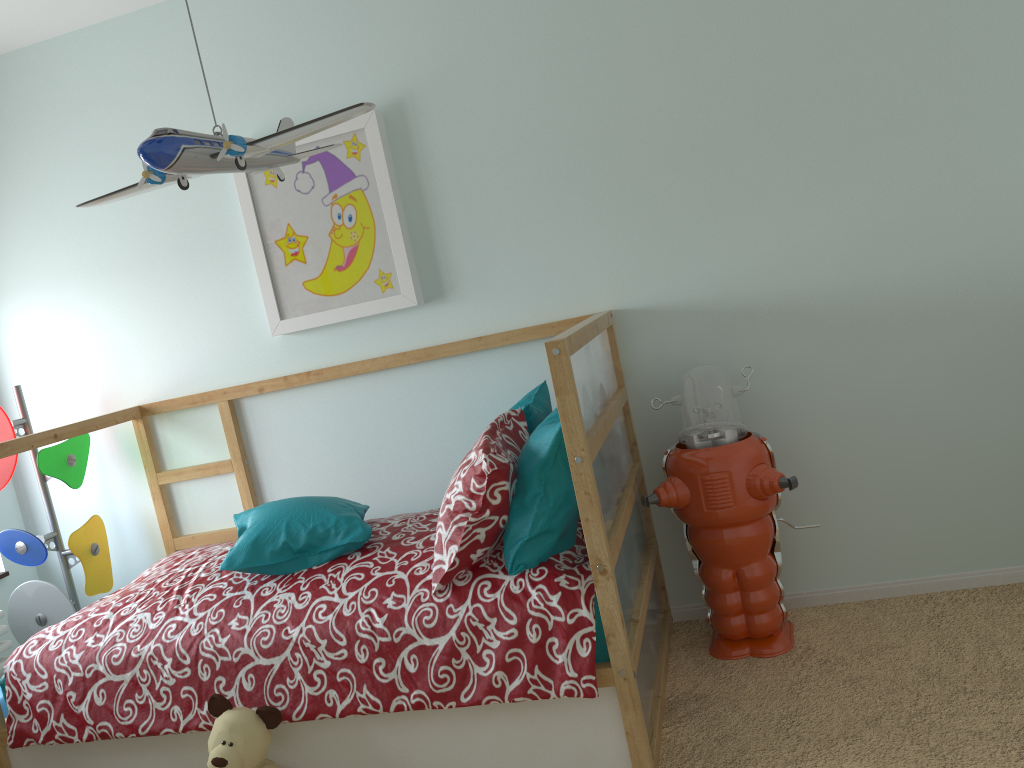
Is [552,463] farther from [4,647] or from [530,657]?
[4,647]

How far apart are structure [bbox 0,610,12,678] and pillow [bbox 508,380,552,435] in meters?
1.8 m

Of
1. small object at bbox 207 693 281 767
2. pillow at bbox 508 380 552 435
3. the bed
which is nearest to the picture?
the bed

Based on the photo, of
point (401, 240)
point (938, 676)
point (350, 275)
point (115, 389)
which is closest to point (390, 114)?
point (401, 240)

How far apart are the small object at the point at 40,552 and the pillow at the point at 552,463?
1.6m

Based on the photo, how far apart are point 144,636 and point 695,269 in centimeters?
176cm

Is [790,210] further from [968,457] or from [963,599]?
[963,599]

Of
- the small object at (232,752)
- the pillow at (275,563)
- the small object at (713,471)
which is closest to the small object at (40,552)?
the pillow at (275,563)

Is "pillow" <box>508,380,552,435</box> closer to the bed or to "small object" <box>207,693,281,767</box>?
the bed

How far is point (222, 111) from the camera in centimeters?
280cm
